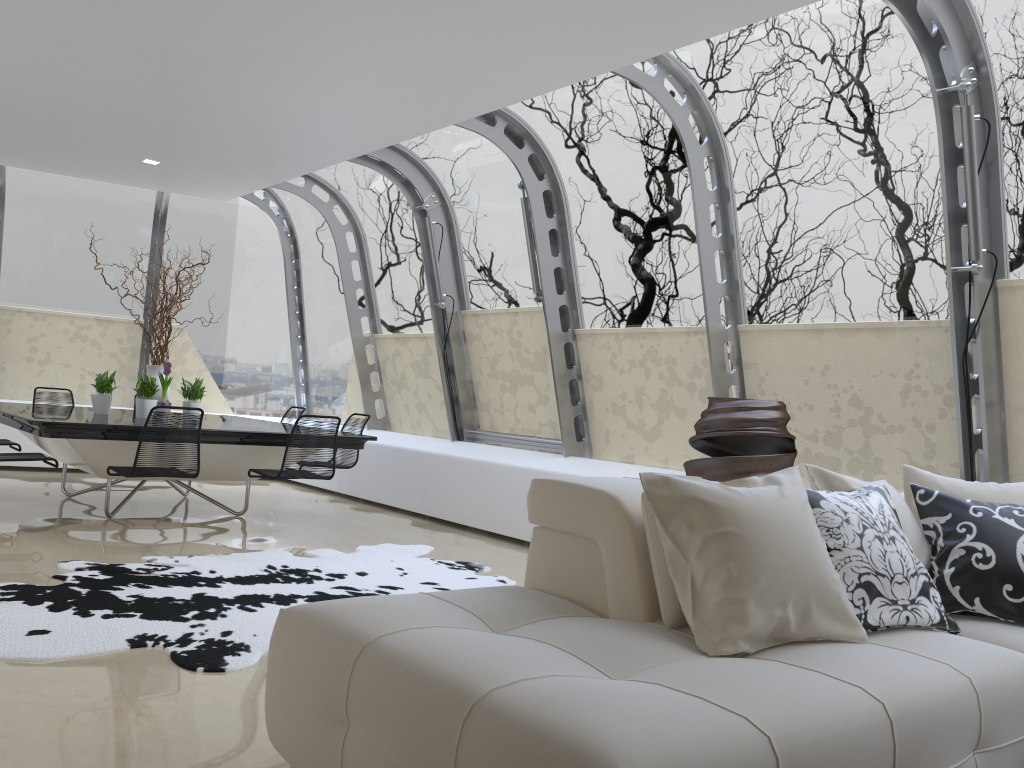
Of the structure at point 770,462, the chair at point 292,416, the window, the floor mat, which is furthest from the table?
the structure at point 770,462

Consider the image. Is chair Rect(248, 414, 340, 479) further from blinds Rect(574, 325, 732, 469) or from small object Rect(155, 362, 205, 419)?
blinds Rect(574, 325, 732, 469)

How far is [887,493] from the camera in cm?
313

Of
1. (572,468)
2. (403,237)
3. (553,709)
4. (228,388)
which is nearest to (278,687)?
(553,709)

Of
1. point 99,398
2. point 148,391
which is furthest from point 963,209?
Answer: point 99,398

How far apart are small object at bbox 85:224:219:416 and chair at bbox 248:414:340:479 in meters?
1.5

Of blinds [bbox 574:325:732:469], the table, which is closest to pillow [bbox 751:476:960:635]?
blinds [bbox 574:325:732:469]

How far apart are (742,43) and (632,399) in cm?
267

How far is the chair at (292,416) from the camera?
8.9 meters

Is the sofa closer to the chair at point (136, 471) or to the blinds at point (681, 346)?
the blinds at point (681, 346)
